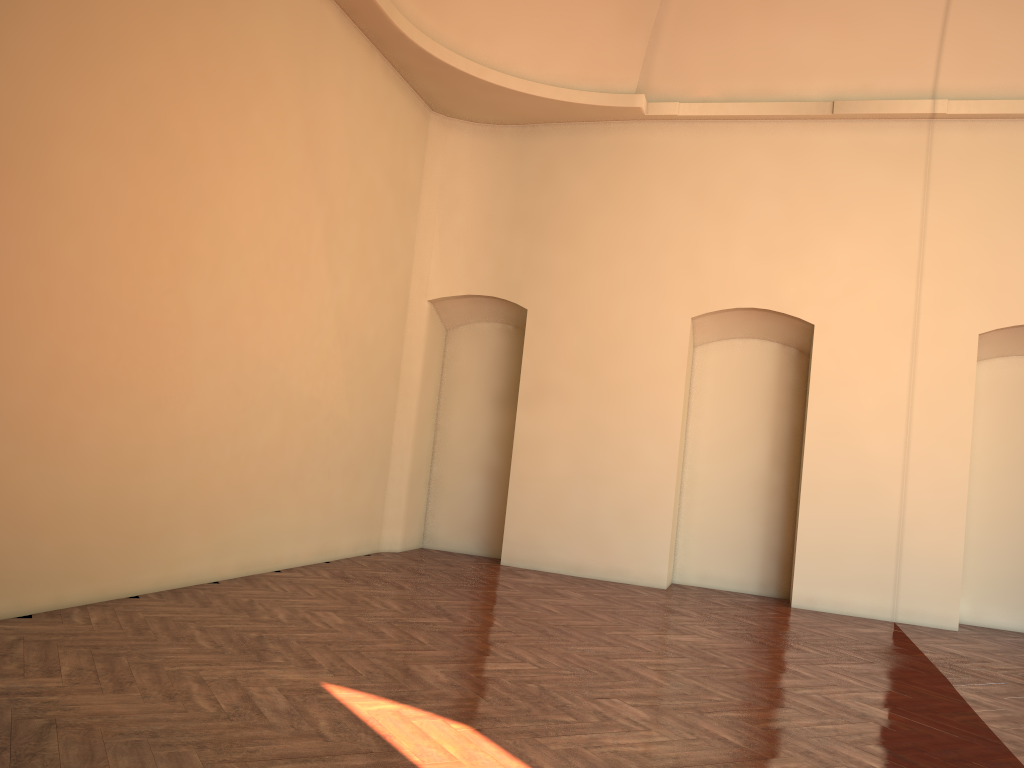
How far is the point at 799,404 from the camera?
10.2 meters
